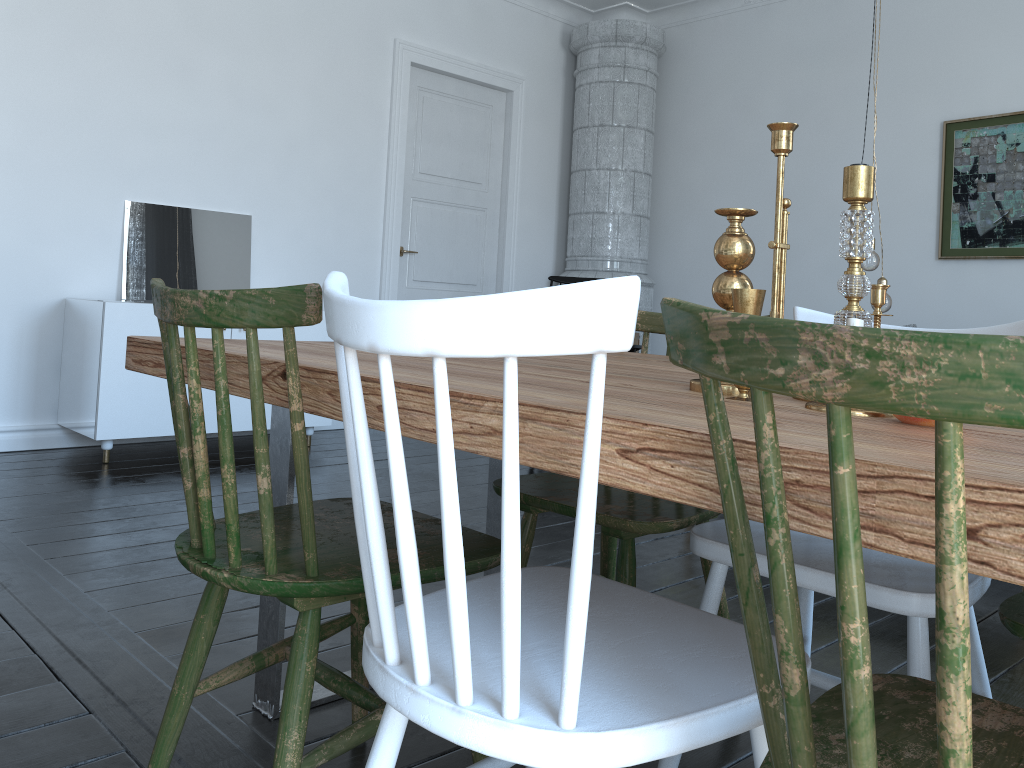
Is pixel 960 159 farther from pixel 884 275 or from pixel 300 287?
pixel 300 287

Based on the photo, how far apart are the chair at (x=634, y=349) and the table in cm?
257

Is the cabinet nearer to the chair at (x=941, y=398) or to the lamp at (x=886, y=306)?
the lamp at (x=886, y=306)

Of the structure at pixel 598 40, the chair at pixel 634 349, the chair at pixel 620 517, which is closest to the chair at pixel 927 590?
the chair at pixel 620 517

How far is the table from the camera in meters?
0.6

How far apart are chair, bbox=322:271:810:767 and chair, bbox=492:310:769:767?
0.3 meters

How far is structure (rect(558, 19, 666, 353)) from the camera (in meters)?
6.13

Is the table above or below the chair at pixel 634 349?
below

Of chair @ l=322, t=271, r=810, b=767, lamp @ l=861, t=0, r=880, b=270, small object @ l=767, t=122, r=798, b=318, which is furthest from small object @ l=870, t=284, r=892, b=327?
lamp @ l=861, t=0, r=880, b=270

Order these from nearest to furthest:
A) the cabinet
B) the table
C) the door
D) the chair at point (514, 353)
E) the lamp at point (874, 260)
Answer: the table
the chair at point (514, 353)
the lamp at point (874, 260)
the cabinet
the door
